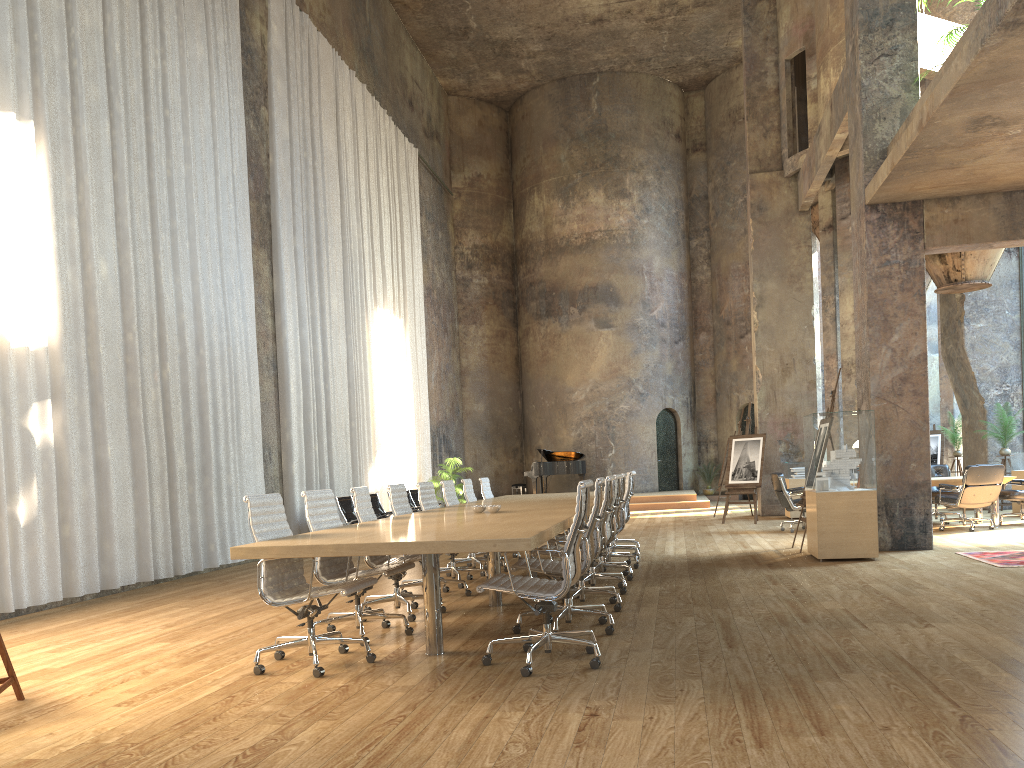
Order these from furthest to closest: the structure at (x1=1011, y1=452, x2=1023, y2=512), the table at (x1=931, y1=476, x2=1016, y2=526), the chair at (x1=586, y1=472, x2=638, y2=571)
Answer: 1. the structure at (x1=1011, y1=452, x2=1023, y2=512)
2. the table at (x1=931, y1=476, x2=1016, y2=526)
3. the chair at (x1=586, y1=472, x2=638, y2=571)

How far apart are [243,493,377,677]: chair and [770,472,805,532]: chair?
8.8 meters

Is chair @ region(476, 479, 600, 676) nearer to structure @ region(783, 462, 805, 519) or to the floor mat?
the floor mat

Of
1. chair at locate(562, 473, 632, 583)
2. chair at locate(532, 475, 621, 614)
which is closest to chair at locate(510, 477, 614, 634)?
chair at locate(532, 475, 621, 614)

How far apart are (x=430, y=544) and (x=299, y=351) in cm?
985

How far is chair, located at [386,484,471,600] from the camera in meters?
7.6 m

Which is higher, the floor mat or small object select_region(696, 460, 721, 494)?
small object select_region(696, 460, 721, 494)

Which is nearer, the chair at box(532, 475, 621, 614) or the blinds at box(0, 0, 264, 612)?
the chair at box(532, 475, 621, 614)

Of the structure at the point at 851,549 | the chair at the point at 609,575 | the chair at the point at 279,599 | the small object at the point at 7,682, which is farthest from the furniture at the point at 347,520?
the small object at the point at 7,682

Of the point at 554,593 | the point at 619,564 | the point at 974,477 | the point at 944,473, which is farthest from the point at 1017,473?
the point at 554,593
